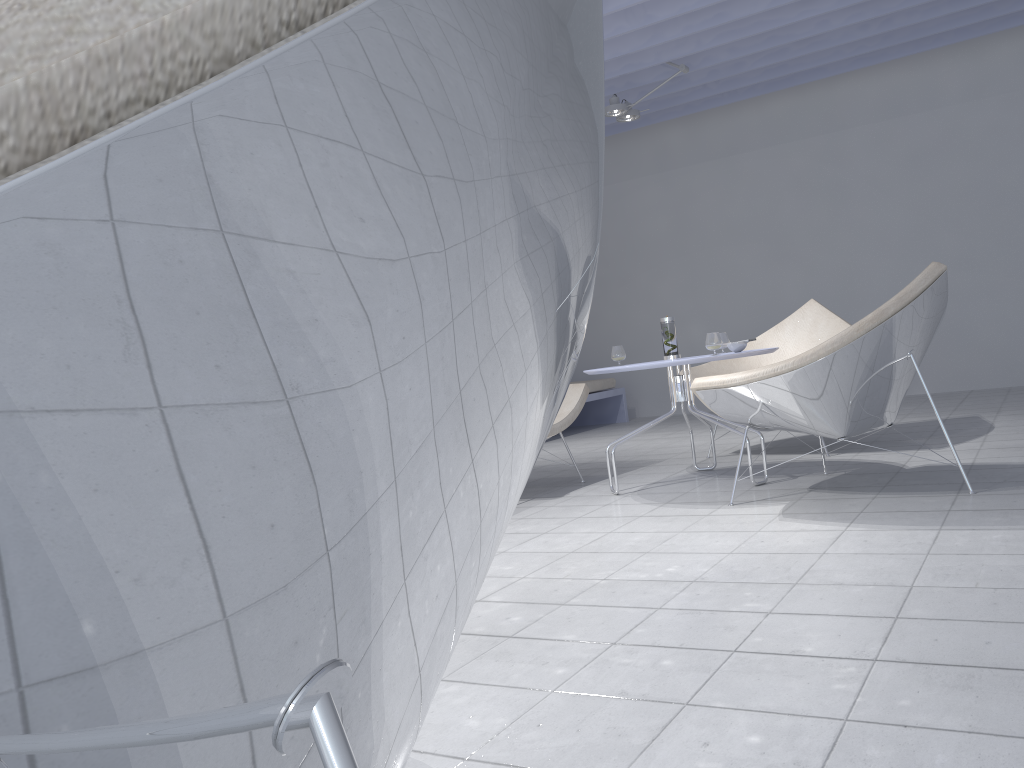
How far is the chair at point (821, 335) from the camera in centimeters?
464cm

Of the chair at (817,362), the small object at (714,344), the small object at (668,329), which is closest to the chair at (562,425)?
the small object at (668,329)

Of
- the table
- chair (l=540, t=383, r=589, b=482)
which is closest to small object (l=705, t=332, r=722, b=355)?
the table

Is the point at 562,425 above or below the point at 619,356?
below

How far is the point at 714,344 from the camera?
3.5 meters

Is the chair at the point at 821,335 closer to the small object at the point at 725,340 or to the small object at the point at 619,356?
the small object at the point at 725,340

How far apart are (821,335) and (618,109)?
2.3 meters

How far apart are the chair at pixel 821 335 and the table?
0.7 meters

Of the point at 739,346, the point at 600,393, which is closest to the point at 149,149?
the point at 739,346

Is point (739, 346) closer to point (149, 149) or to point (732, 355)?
point (732, 355)
